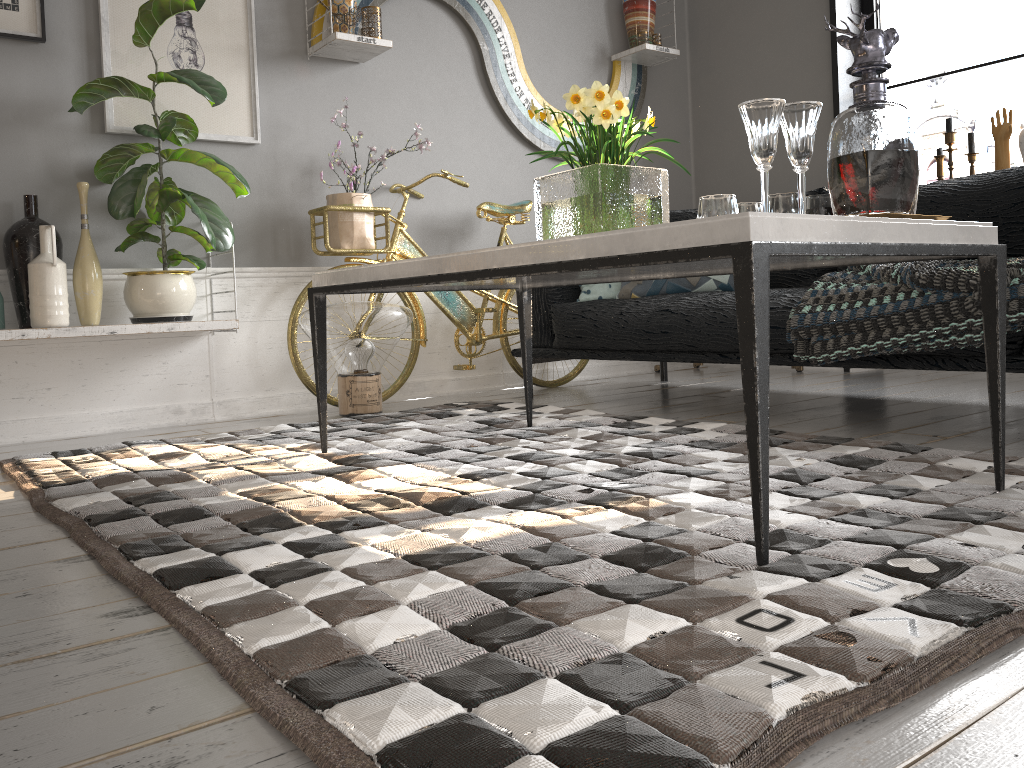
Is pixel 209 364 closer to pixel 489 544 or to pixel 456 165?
pixel 456 165

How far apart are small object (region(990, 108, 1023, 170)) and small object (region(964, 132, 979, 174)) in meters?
0.1 m

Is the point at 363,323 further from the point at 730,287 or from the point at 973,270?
the point at 973,270

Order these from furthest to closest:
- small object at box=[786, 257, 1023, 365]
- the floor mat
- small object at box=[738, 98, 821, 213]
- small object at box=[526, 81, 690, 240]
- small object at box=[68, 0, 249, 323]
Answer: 1. small object at box=[68, 0, 249, 323]
2. small object at box=[786, 257, 1023, 365]
3. small object at box=[526, 81, 690, 240]
4. small object at box=[738, 98, 821, 213]
5. the floor mat

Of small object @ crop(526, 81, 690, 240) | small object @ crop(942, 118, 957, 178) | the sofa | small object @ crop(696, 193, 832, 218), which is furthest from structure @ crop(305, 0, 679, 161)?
small object @ crop(696, 193, 832, 218)

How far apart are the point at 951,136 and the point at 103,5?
3.5 meters

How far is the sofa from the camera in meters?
2.6

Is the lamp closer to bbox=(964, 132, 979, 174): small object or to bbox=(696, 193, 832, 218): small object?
bbox=(696, 193, 832, 218): small object

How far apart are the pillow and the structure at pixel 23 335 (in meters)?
1.34

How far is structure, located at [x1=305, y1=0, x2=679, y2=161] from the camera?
3.6m
